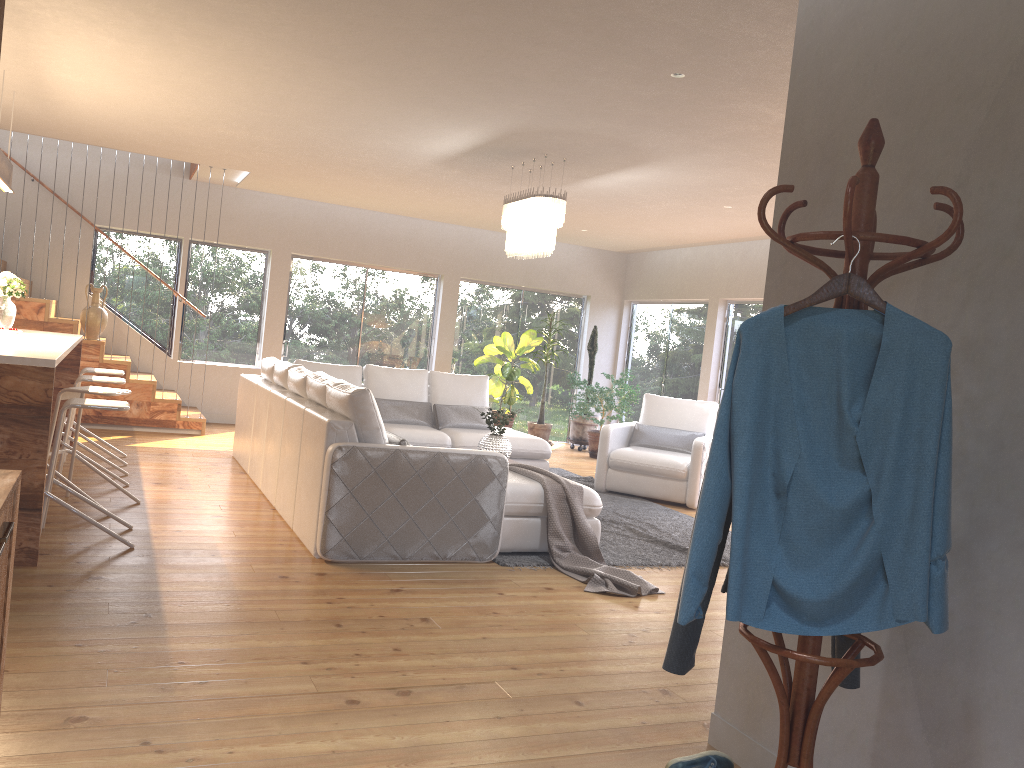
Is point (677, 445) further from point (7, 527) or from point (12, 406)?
point (7, 527)

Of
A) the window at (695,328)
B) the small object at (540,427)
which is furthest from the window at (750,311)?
the small object at (540,427)

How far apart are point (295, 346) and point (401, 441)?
6.42m

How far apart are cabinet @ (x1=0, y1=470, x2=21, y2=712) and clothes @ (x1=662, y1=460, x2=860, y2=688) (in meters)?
1.46

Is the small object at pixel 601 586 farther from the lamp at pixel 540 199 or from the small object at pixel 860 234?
the small object at pixel 860 234

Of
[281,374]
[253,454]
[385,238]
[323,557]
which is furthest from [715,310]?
[323,557]

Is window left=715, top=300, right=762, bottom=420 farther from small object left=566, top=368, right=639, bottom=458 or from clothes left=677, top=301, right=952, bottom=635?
clothes left=677, top=301, right=952, bottom=635

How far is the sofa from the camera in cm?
478

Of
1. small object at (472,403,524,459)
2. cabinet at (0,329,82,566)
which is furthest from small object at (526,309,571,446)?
cabinet at (0,329,82,566)

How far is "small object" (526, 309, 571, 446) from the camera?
11.56m
